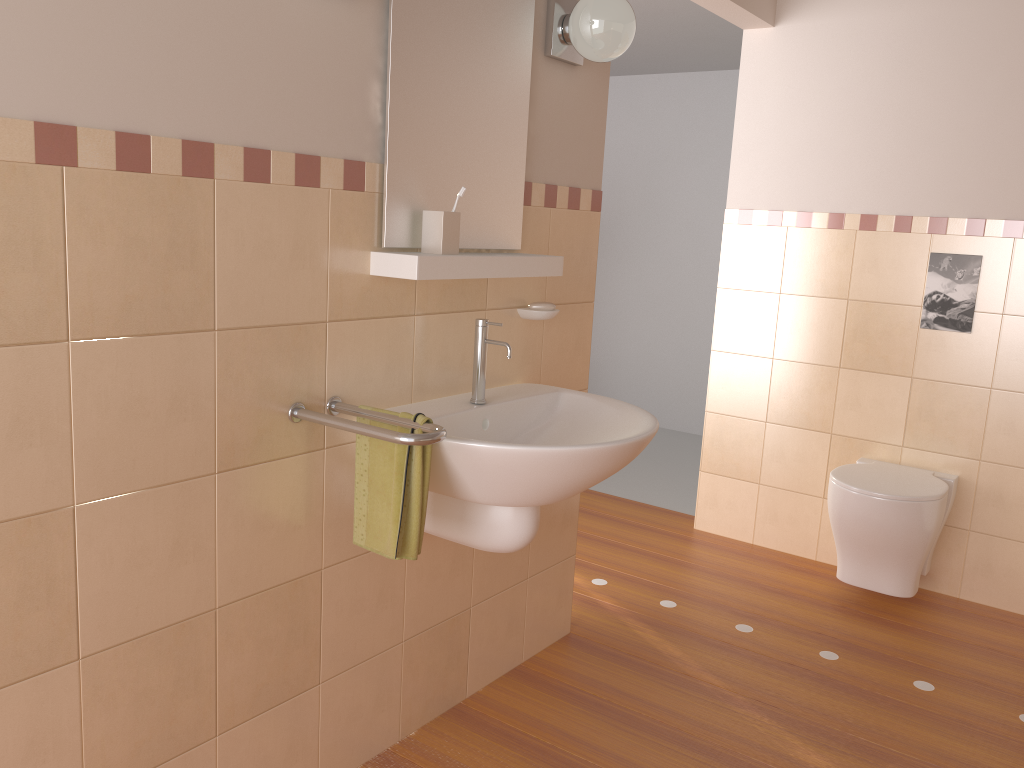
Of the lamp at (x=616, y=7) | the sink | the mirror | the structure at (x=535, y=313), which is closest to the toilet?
the sink

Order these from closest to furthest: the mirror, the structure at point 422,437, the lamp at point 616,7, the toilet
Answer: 1. the structure at point 422,437
2. the mirror
3. the lamp at point 616,7
4. the toilet

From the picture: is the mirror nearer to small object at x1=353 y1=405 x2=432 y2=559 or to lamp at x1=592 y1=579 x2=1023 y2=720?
small object at x1=353 y1=405 x2=432 y2=559

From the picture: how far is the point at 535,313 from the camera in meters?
2.3 m

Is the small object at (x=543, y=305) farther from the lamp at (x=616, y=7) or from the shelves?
the lamp at (x=616, y=7)

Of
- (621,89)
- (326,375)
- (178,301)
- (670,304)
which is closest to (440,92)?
(326,375)

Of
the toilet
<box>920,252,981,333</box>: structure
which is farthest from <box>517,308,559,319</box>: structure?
<box>920,252,981,333</box>: structure

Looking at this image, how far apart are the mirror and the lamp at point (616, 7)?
0.1m

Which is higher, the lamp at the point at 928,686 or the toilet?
the toilet

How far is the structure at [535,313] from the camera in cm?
232
